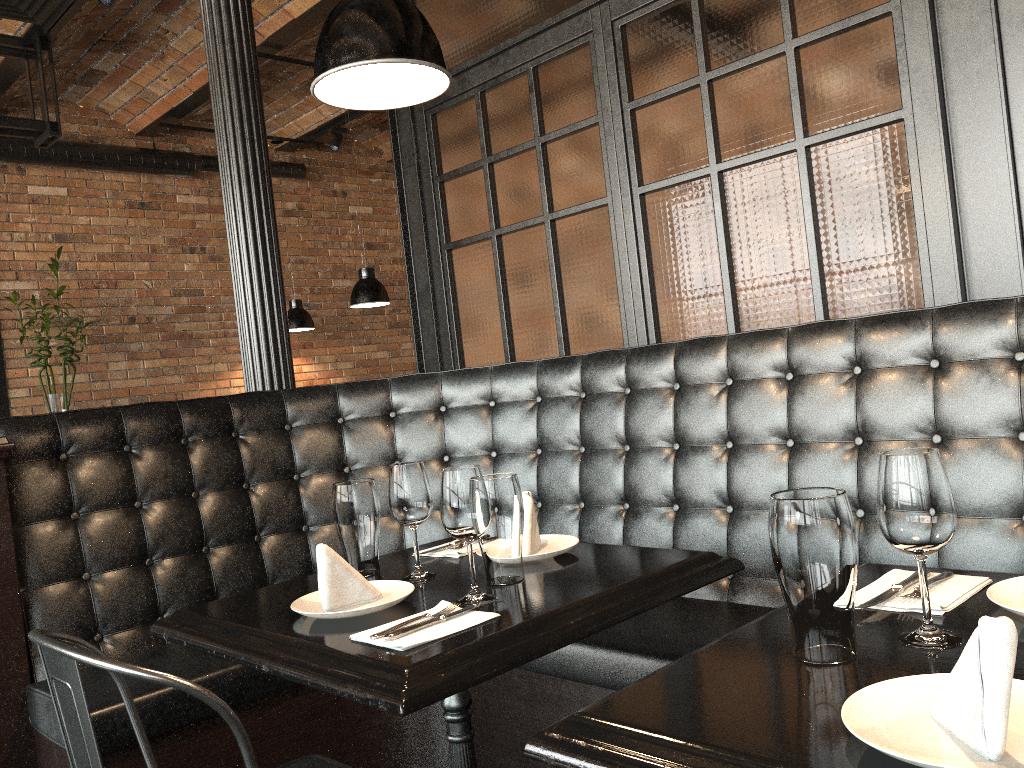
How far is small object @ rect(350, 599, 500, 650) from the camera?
1.4 meters

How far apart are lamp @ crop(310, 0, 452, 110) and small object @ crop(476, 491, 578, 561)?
0.91m

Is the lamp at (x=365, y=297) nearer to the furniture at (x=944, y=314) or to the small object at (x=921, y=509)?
the furniture at (x=944, y=314)

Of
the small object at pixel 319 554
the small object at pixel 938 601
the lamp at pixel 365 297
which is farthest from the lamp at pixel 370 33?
the lamp at pixel 365 297

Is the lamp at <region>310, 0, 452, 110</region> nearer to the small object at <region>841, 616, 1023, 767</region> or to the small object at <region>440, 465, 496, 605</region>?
the small object at <region>440, 465, 496, 605</region>

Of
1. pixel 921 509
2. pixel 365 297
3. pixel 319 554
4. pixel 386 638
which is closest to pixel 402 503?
pixel 319 554

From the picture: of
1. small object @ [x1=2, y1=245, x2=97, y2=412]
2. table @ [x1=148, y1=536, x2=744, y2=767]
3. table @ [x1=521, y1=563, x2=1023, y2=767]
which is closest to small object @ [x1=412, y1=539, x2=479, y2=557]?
table @ [x1=148, y1=536, x2=744, y2=767]

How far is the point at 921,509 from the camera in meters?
1.1

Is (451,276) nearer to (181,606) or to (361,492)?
(181,606)

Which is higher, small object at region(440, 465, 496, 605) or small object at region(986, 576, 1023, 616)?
small object at region(440, 465, 496, 605)
